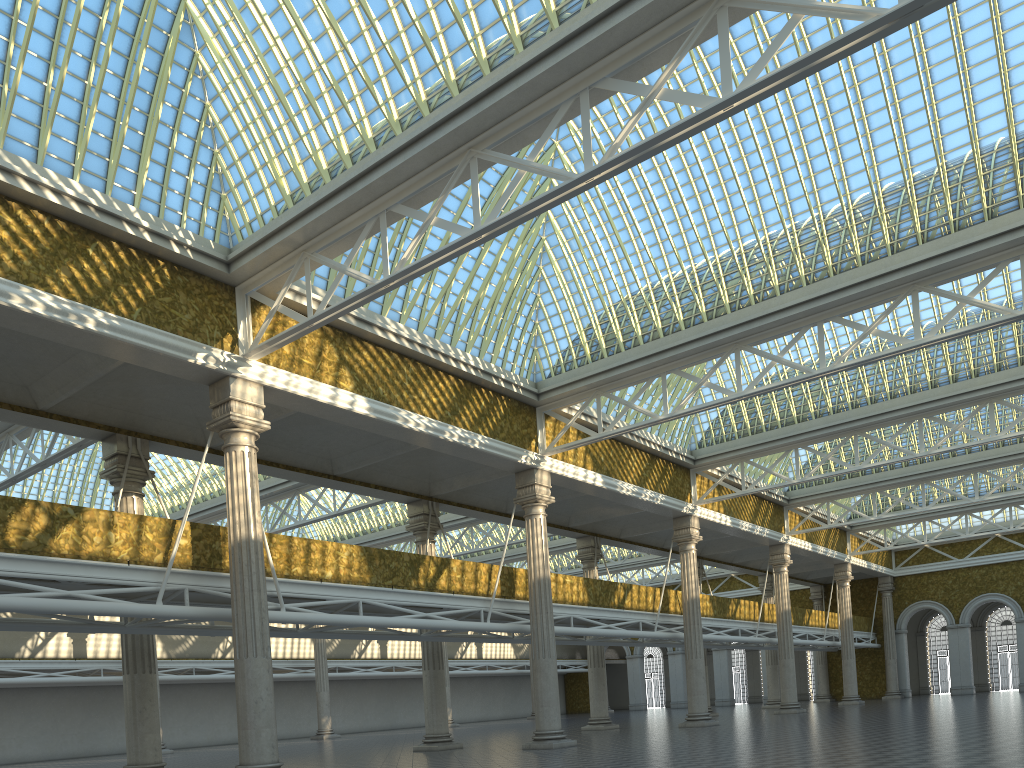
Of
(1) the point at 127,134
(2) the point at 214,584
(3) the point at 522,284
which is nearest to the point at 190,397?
(2) the point at 214,584
